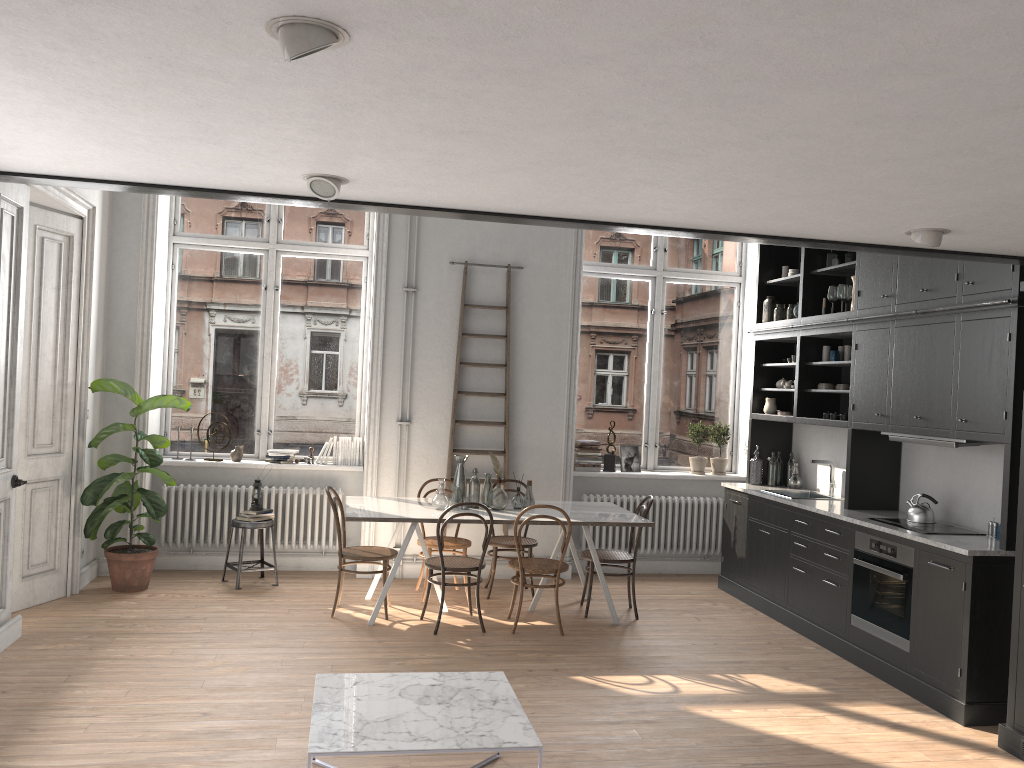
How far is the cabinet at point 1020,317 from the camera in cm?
482

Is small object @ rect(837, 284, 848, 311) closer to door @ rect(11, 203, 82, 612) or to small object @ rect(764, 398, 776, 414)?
small object @ rect(764, 398, 776, 414)

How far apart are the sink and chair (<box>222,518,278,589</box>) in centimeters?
423cm

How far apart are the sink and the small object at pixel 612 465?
1.65m

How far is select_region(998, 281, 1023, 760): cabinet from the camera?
4.39m

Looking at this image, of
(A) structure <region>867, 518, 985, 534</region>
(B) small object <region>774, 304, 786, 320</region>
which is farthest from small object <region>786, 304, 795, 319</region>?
(A) structure <region>867, 518, 985, 534</region>

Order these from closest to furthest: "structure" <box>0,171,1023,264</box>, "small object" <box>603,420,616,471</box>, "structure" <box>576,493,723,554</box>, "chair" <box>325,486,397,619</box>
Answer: "structure" <box>0,171,1023,264</box> → "chair" <box>325,486,397,619</box> → "structure" <box>576,493,723,554</box> → "small object" <box>603,420,616,471</box>

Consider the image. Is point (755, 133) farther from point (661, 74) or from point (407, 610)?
point (407, 610)

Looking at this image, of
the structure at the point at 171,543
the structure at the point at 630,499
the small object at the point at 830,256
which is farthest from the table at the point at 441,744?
the small object at the point at 830,256

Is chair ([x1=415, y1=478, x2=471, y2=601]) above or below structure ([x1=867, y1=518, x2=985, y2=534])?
below
